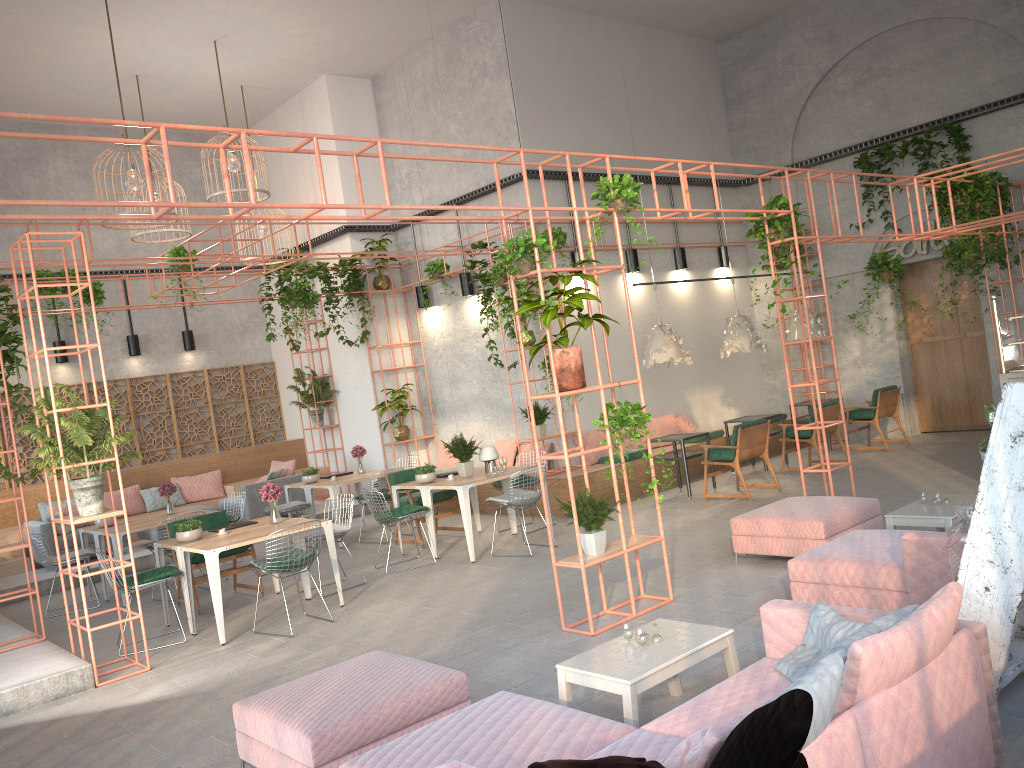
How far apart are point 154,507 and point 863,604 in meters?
12.0 m

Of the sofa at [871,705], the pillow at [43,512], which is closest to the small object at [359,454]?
the pillow at [43,512]

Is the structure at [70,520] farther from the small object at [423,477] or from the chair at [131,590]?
the small object at [423,477]

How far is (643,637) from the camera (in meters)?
4.60

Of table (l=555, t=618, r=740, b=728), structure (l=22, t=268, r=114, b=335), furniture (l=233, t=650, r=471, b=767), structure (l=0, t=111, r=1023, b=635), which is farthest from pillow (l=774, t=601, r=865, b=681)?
Answer: structure (l=22, t=268, r=114, b=335)

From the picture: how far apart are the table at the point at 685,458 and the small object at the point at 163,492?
6.29m

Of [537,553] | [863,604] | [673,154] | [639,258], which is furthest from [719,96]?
[863,604]

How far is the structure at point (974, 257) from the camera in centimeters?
1298cm

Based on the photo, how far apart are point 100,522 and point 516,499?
5.06m

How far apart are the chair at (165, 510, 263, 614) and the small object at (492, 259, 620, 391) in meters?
4.5 m
